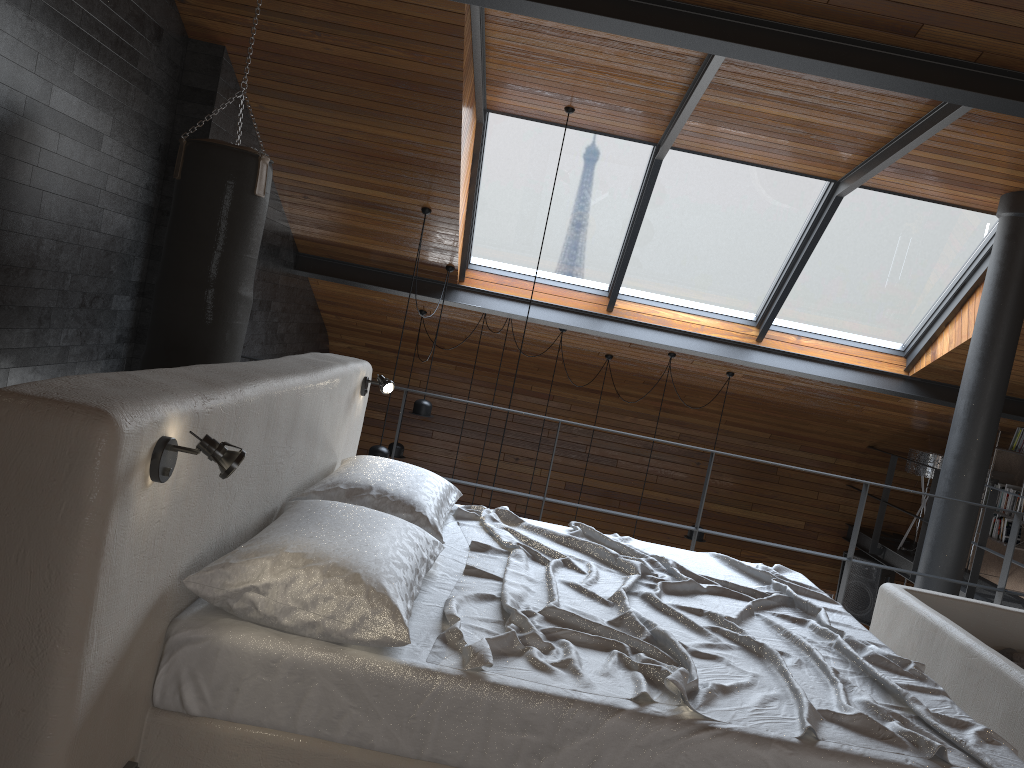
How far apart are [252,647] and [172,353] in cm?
250

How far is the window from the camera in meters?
6.6

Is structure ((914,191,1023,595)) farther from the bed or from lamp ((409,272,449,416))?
lamp ((409,272,449,416))

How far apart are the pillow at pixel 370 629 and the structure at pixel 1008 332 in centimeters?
459cm

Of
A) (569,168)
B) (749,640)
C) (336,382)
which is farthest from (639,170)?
(749,640)

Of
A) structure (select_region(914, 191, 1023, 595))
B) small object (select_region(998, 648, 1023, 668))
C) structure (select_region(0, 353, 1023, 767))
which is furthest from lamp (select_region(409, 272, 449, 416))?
small object (select_region(998, 648, 1023, 668))

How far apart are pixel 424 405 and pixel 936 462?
5.02m

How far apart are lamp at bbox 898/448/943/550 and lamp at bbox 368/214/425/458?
5.37m

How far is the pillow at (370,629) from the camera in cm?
190

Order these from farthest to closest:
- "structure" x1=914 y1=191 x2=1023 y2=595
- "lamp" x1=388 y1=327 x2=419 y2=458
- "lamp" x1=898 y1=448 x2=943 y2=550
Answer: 1. "lamp" x1=898 y1=448 x2=943 y2=550
2. "lamp" x1=388 y1=327 x2=419 y2=458
3. "structure" x1=914 y1=191 x2=1023 y2=595
